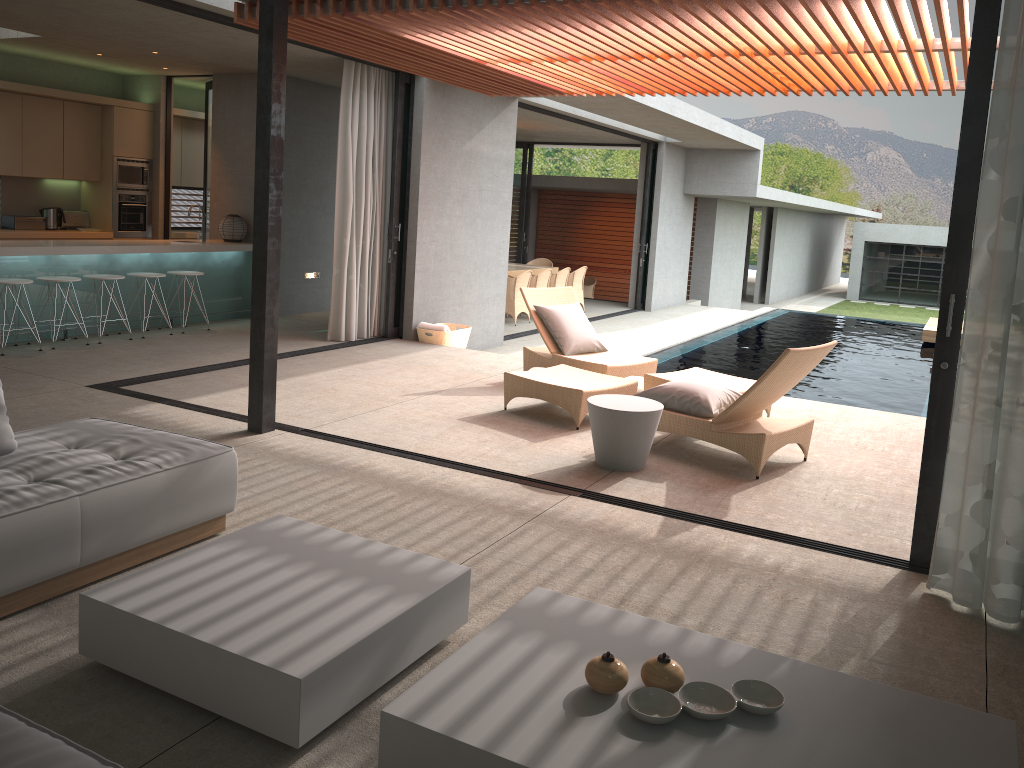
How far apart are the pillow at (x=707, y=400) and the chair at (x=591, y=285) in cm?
1485

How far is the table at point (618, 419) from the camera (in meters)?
5.32

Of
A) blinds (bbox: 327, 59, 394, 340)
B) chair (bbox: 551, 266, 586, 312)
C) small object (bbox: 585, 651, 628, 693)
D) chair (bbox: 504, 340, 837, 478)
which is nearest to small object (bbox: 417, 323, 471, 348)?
blinds (bbox: 327, 59, 394, 340)

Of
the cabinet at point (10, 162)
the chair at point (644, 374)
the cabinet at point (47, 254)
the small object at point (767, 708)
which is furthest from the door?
the small object at point (767, 708)

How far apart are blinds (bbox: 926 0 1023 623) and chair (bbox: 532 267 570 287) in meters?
11.4 m

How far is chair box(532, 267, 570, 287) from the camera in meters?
14.9

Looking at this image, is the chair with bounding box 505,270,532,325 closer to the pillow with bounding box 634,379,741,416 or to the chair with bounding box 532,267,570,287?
the chair with bounding box 532,267,570,287

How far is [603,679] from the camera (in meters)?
2.41

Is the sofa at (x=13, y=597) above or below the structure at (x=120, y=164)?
below

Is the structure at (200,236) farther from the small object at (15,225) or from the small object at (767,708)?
the small object at (767,708)
